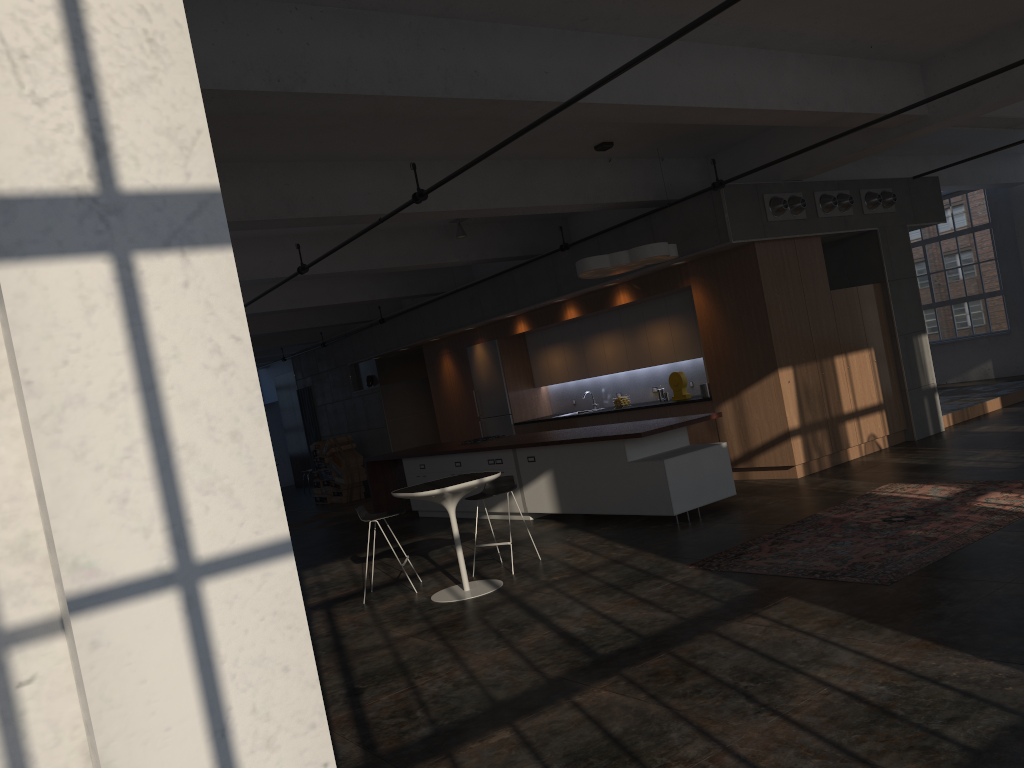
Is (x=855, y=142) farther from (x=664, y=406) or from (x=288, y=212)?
(x=288, y=212)

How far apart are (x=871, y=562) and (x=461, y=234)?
7.48m

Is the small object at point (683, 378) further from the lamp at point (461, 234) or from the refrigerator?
the refrigerator

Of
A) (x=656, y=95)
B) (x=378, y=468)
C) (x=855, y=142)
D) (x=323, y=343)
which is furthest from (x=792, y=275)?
(x=323, y=343)

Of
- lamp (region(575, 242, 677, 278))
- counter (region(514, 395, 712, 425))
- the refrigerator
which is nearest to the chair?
lamp (region(575, 242, 677, 278))

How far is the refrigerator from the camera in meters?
14.5 m

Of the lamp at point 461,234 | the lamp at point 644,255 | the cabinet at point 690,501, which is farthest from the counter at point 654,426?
the lamp at point 461,234

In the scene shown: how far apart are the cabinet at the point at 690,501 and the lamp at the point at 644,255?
1.79m

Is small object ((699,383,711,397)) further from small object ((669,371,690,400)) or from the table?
the table

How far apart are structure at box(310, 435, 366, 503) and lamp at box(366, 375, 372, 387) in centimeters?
127cm
